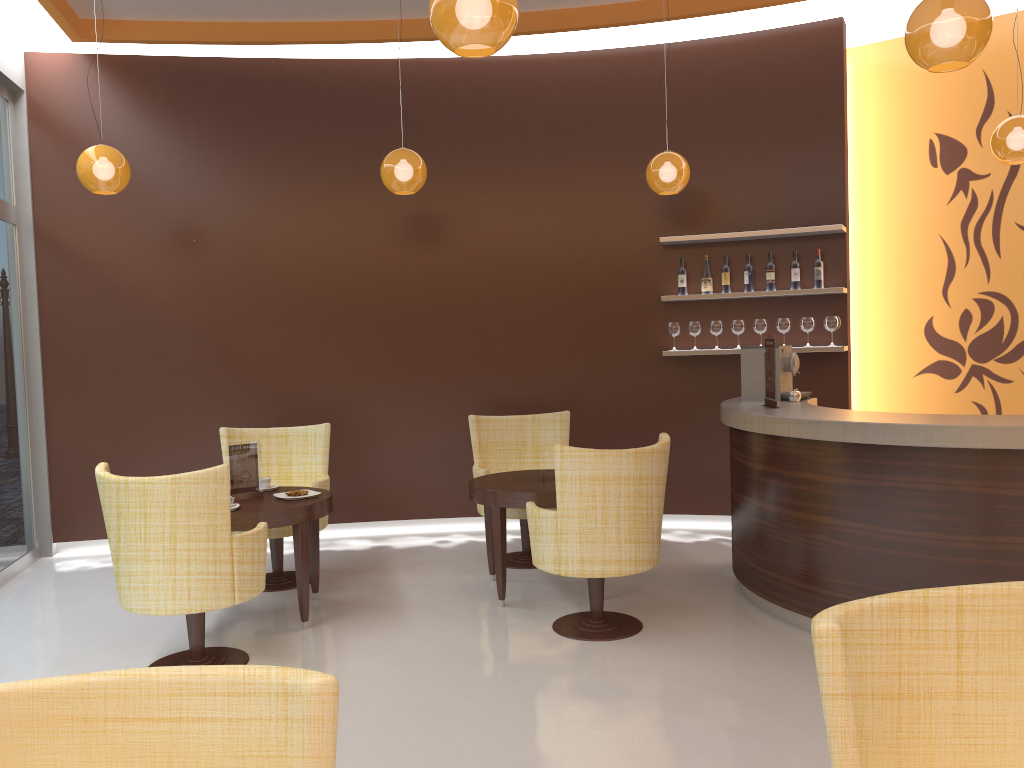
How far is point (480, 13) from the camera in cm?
283

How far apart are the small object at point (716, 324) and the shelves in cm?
37

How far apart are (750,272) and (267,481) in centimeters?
380cm

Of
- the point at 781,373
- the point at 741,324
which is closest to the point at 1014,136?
the point at 781,373

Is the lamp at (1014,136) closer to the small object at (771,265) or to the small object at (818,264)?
the small object at (818,264)

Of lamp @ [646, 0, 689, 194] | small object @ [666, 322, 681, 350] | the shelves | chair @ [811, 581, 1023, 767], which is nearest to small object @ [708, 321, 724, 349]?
small object @ [666, 322, 681, 350]

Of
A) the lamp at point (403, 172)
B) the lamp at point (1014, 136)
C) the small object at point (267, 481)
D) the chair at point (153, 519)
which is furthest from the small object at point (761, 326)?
the chair at point (153, 519)

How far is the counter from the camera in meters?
3.9

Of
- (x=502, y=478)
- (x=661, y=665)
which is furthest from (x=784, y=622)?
(x=502, y=478)

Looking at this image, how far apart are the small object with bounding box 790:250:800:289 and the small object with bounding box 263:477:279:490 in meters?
4.0 m
